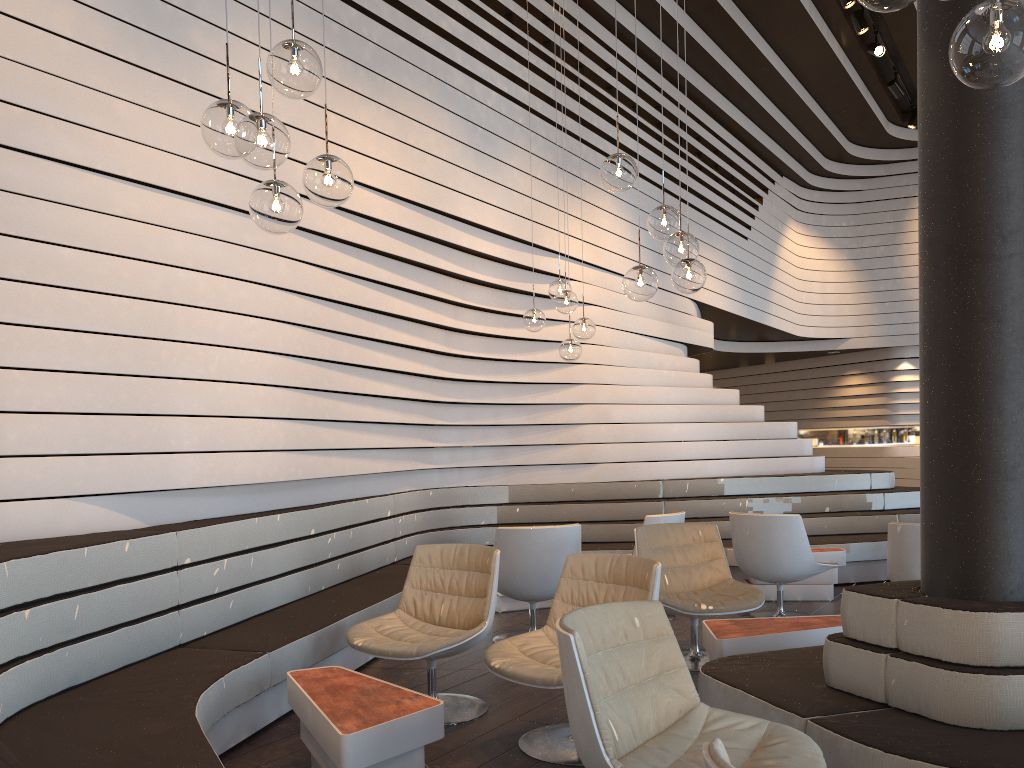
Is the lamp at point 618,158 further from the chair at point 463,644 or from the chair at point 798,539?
the chair at point 798,539

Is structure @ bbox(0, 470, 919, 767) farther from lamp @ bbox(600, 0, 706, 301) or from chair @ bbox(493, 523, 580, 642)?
lamp @ bbox(600, 0, 706, 301)

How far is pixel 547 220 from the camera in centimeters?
747cm

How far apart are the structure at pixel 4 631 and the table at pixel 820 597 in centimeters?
30cm

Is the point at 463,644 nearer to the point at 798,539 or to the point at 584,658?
the point at 584,658

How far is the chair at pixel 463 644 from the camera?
3.9 meters

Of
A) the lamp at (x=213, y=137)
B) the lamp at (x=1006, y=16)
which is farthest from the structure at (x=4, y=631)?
the lamp at (x=1006, y=16)

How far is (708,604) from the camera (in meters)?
4.68

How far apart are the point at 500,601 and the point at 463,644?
2.7m

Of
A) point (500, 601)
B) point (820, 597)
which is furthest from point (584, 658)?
point (820, 597)
